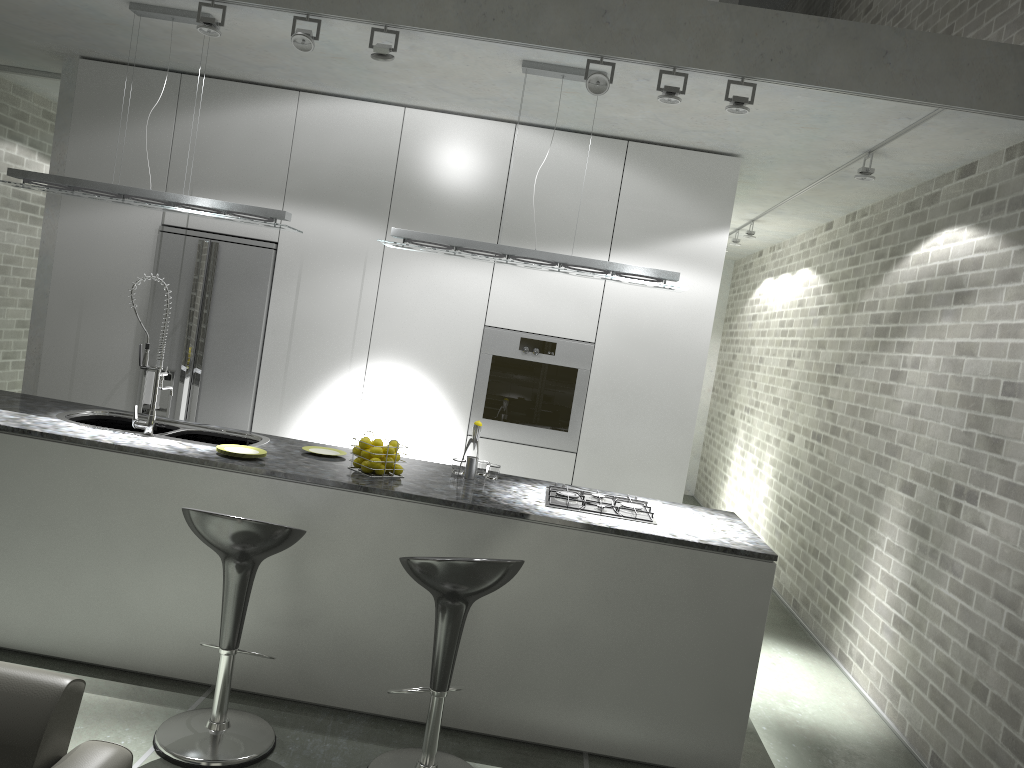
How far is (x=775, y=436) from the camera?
7.81m

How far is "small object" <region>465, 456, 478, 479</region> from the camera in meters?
4.3 m

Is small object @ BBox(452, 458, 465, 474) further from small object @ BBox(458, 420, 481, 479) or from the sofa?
the sofa

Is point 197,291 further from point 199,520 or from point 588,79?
point 588,79

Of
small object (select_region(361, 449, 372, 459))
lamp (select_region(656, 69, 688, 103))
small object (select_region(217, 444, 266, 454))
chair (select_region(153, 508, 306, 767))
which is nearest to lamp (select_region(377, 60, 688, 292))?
lamp (select_region(656, 69, 688, 103))

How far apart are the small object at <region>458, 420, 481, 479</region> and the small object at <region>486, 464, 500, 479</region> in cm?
17

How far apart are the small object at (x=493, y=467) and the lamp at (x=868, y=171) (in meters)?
2.60

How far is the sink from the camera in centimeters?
408cm

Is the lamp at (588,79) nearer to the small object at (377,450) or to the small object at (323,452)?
the small object at (377,450)

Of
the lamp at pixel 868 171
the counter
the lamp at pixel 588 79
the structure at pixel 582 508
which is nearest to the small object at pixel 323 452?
the counter
